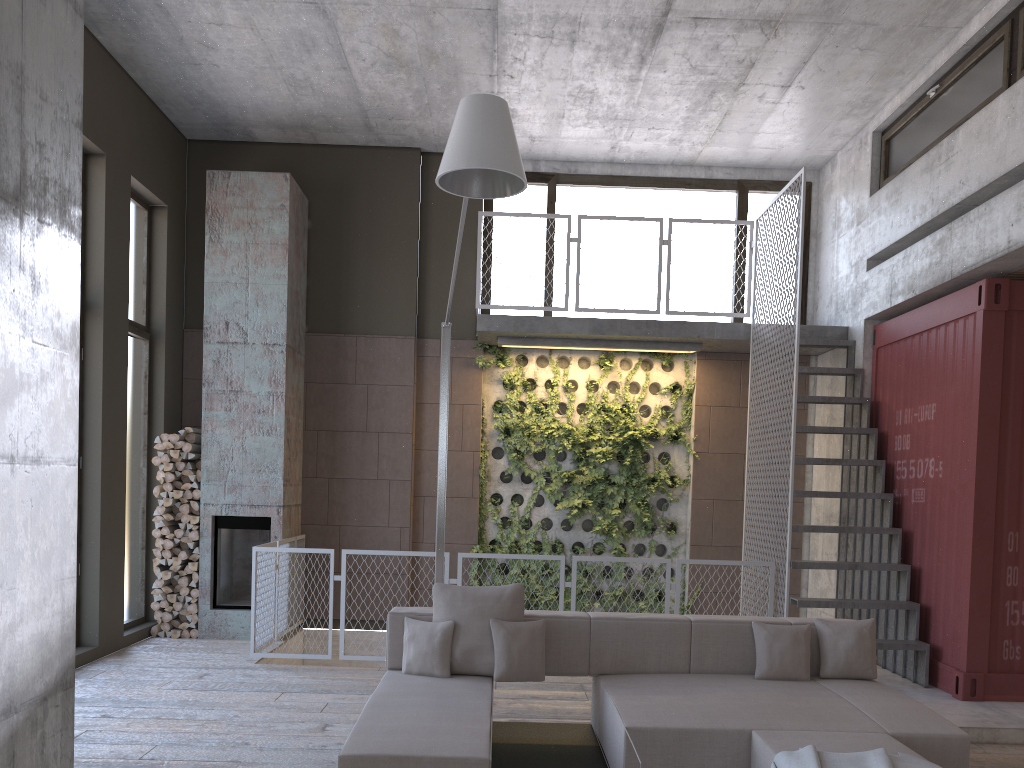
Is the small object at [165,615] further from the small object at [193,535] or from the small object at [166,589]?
the small object at [193,535]

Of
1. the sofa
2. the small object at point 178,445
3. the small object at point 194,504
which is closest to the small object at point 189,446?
the small object at point 178,445

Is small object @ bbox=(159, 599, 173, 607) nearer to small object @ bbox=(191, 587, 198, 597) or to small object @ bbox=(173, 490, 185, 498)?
small object @ bbox=(191, 587, 198, 597)

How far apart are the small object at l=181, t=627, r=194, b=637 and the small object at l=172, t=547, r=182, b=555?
0.8m

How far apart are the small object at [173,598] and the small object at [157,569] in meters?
0.3 m

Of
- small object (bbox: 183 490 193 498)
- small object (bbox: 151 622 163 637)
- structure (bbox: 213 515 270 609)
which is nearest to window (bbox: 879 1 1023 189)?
structure (bbox: 213 515 270 609)

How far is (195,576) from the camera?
8.4 meters

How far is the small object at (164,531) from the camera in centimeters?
845cm

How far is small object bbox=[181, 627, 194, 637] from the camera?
8.37m

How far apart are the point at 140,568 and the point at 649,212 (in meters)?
6.54
